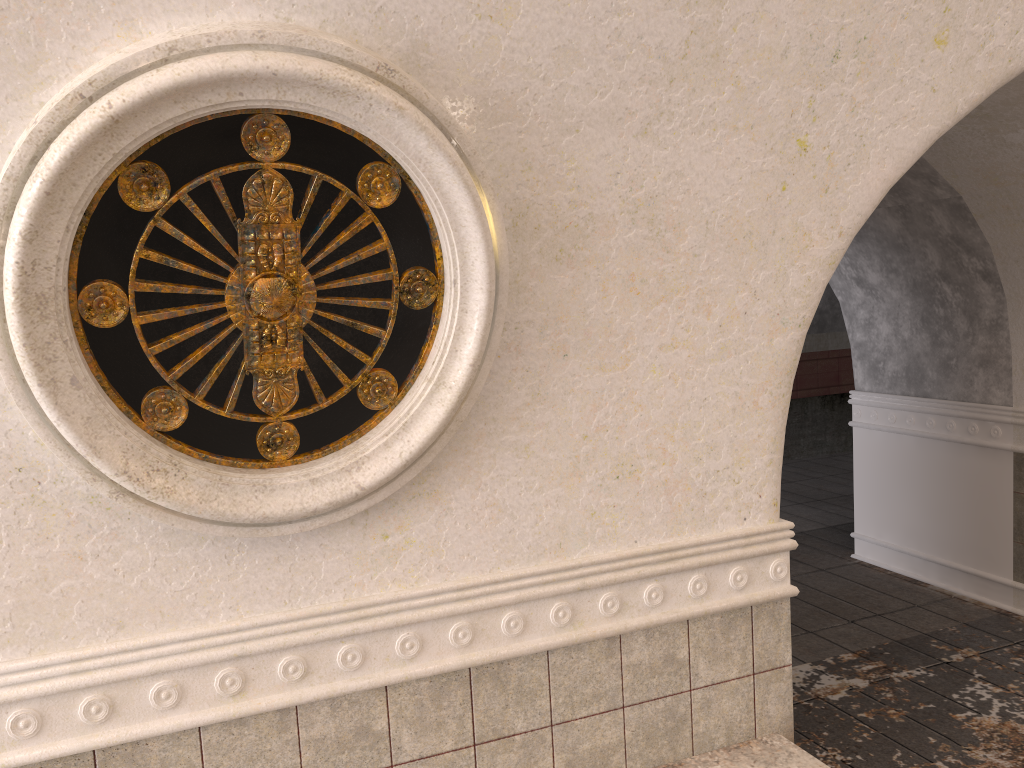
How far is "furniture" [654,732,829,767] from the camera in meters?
2.8 m

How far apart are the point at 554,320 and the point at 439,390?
0.4 meters

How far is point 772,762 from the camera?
2.8 meters

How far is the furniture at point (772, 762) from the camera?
2.85m

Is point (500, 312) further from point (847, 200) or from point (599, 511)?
point (847, 200)
